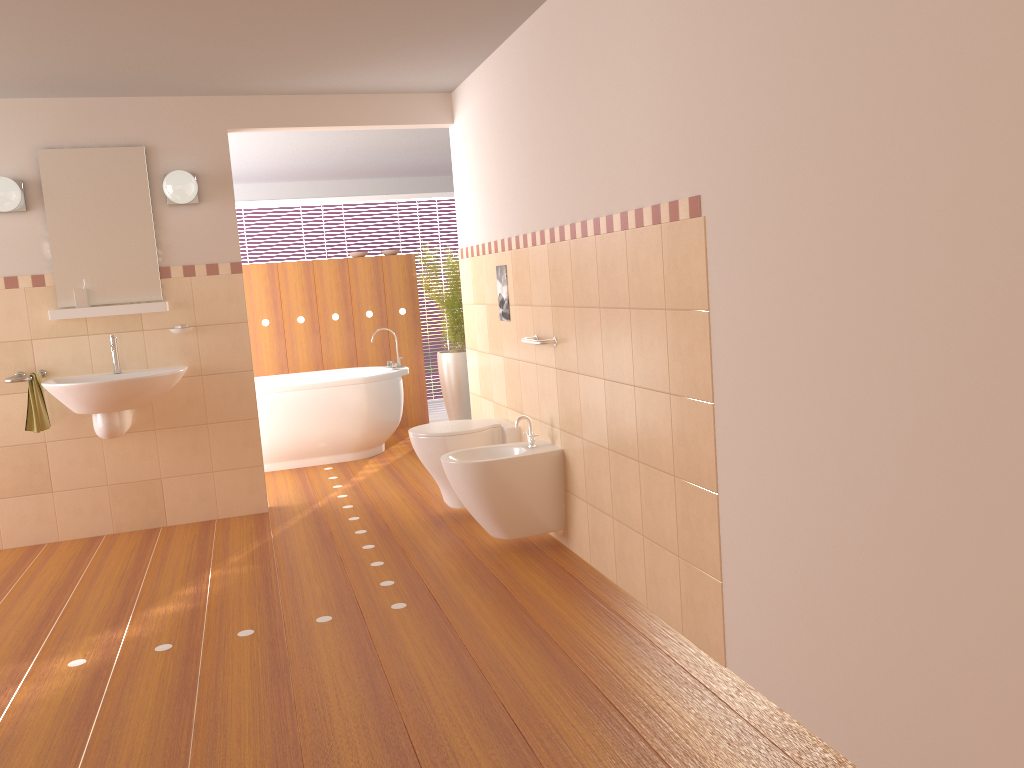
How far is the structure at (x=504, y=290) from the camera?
4.4m

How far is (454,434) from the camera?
4.3m

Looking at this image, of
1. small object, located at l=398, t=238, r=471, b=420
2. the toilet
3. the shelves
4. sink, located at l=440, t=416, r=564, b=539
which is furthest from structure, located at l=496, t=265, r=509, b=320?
small object, located at l=398, t=238, r=471, b=420

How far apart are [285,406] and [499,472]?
2.7 meters

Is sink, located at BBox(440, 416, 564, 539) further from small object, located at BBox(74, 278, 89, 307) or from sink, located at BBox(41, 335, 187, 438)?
small object, located at BBox(74, 278, 89, 307)

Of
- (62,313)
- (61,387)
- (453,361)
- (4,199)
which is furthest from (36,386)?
(453,361)

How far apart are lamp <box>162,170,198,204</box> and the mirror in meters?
0.1 m

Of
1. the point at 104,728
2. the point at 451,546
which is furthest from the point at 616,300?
the point at 104,728

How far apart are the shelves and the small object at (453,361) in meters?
2.7

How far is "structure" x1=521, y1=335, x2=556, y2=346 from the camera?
3.8m
